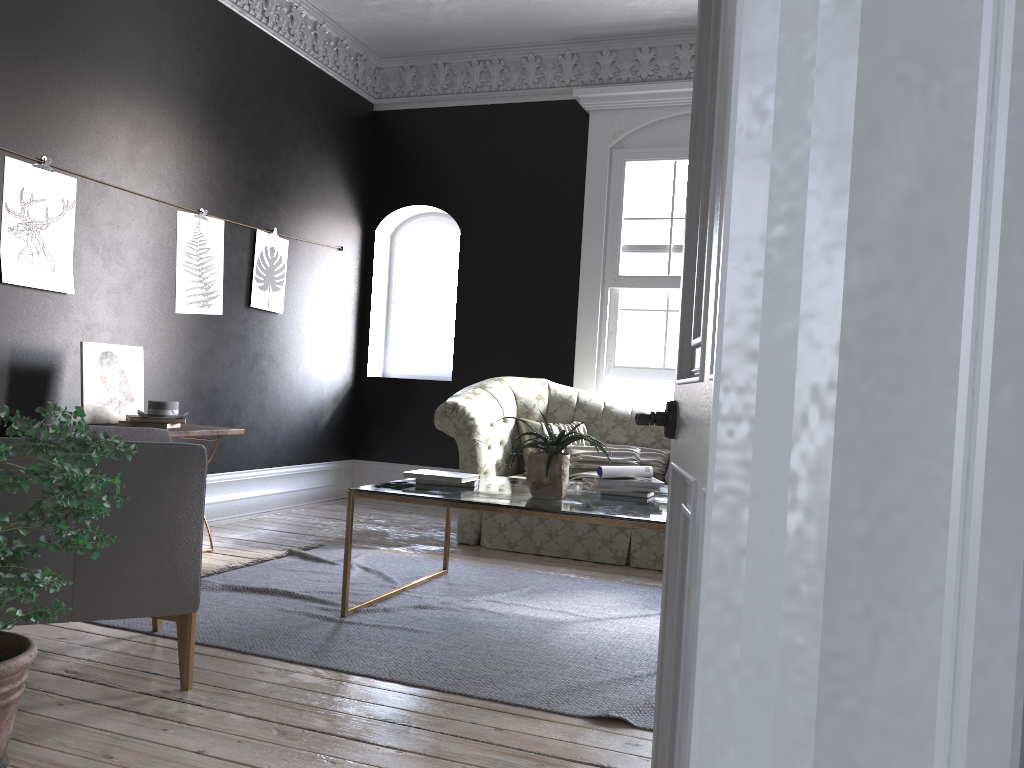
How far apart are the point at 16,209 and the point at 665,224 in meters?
4.5

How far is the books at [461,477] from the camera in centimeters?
405cm

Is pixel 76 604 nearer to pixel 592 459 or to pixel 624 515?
pixel 624 515

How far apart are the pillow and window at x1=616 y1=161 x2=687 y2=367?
0.9m

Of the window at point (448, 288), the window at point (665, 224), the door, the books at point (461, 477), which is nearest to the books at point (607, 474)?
the books at point (461, 477)

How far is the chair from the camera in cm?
267

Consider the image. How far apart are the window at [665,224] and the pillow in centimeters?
95cm

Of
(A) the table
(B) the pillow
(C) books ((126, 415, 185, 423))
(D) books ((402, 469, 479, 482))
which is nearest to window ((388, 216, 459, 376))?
(B) the pillow

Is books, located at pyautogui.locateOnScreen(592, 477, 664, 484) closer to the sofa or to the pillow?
the sofa

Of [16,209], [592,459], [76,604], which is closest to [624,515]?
[76,604]
